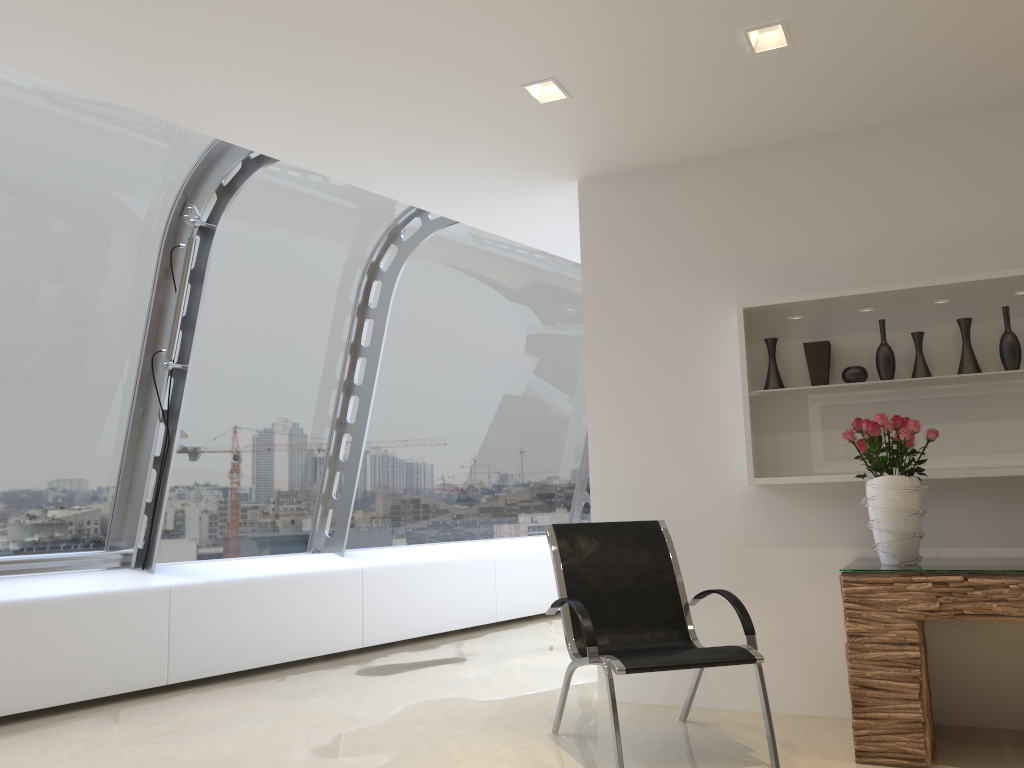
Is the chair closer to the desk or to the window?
the desk

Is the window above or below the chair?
above

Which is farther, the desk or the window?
the window

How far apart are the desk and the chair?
0.3m

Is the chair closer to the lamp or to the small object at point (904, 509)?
the small object at point (904, 509)

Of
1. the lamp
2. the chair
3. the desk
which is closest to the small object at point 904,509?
the desk

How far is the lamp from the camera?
3.6m

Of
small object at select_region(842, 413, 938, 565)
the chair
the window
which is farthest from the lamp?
the chair

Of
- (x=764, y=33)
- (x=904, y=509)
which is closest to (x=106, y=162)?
(x=764, y=33)

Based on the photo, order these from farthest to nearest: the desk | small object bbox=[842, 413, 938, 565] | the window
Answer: the window < small object bbox=[842, 413, 938, 565] < the desk
